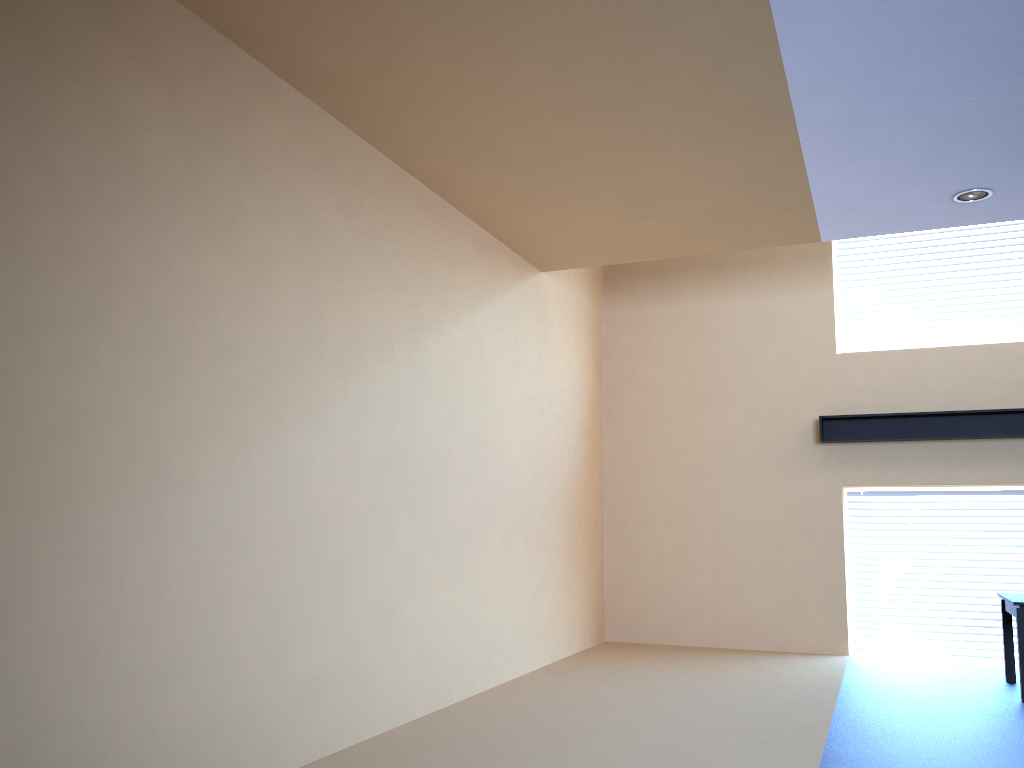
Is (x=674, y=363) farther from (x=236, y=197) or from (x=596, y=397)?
(x=236, y=197)

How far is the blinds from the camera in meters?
7.2

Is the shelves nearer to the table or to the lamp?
the table

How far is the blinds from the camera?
7.22m

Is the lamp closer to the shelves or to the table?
the shelves

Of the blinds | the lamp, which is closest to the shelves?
the blinds

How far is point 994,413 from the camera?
7.05m

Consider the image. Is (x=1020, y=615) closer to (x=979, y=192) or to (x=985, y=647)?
(x=985, y=647)

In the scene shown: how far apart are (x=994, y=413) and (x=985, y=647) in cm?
192

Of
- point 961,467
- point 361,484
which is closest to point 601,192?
point 361,484
